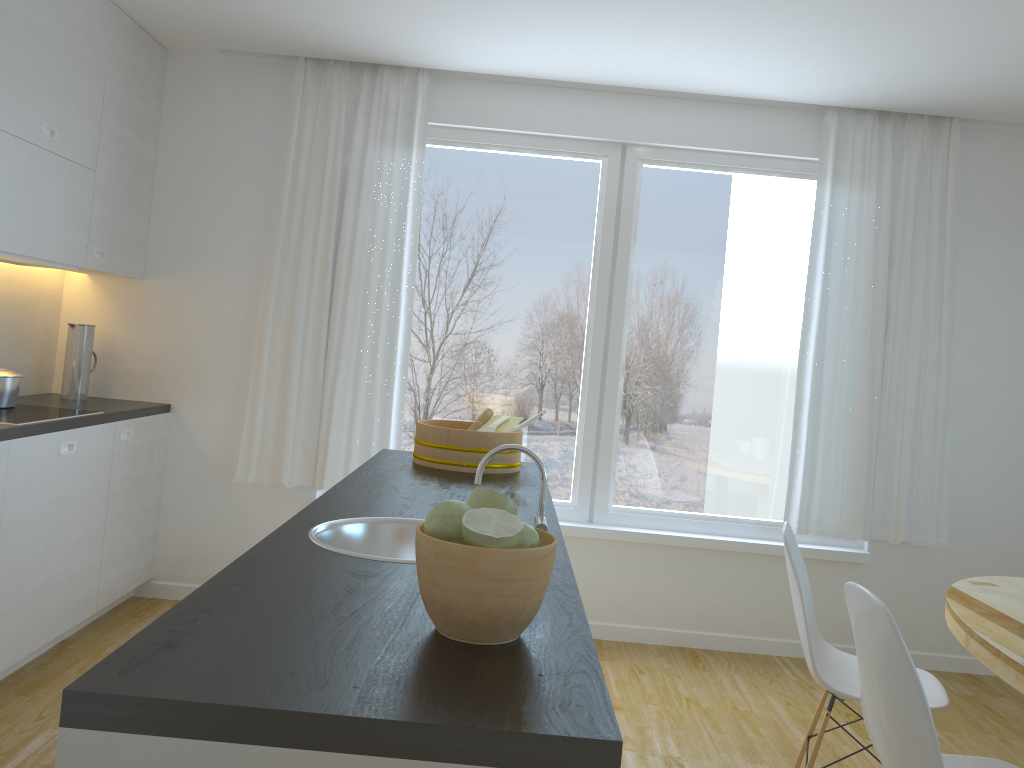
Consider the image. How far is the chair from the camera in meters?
2.6

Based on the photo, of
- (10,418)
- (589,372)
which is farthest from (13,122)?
(589,372)

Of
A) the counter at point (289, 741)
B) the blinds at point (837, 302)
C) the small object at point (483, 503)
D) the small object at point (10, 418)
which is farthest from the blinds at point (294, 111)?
the small object at point (483, 503)

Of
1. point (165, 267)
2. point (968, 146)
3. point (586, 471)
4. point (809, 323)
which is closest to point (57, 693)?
point (165, 267)

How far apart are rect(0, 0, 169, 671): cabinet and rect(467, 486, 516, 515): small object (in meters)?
2.30

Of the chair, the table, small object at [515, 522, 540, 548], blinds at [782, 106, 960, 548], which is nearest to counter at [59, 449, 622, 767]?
small object at [515, 522, 540, 548]

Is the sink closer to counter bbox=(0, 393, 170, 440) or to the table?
the table

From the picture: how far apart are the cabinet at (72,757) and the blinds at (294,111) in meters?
3.3 m

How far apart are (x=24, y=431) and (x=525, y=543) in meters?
2.5

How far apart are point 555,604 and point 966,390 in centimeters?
366cm
